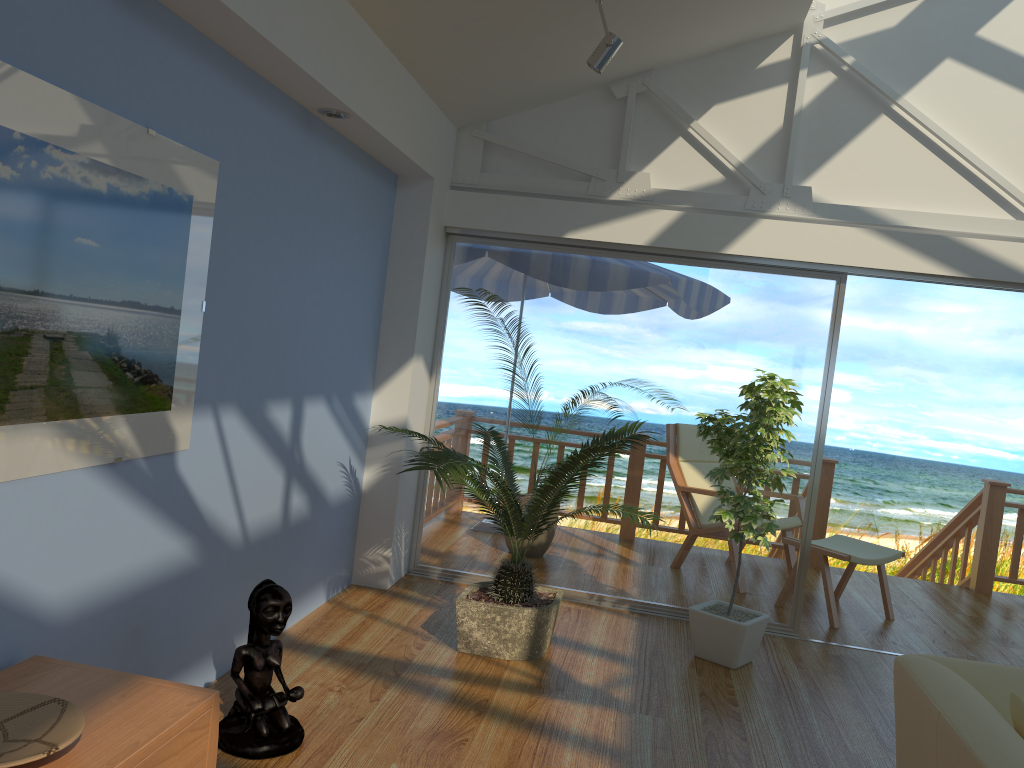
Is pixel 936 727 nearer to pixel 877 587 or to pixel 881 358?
pixel 877 587

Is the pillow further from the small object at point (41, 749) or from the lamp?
the lamp

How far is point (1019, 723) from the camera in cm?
214

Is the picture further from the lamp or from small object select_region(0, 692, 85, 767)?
the lamp

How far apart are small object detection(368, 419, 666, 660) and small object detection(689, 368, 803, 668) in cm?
34

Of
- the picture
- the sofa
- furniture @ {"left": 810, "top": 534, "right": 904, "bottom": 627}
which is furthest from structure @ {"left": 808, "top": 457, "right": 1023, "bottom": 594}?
the picture

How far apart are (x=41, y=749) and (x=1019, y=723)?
2.2m

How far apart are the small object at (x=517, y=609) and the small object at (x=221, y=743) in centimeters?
78cm

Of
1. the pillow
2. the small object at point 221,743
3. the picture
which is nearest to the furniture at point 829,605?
the pillow

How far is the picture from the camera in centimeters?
205cm
